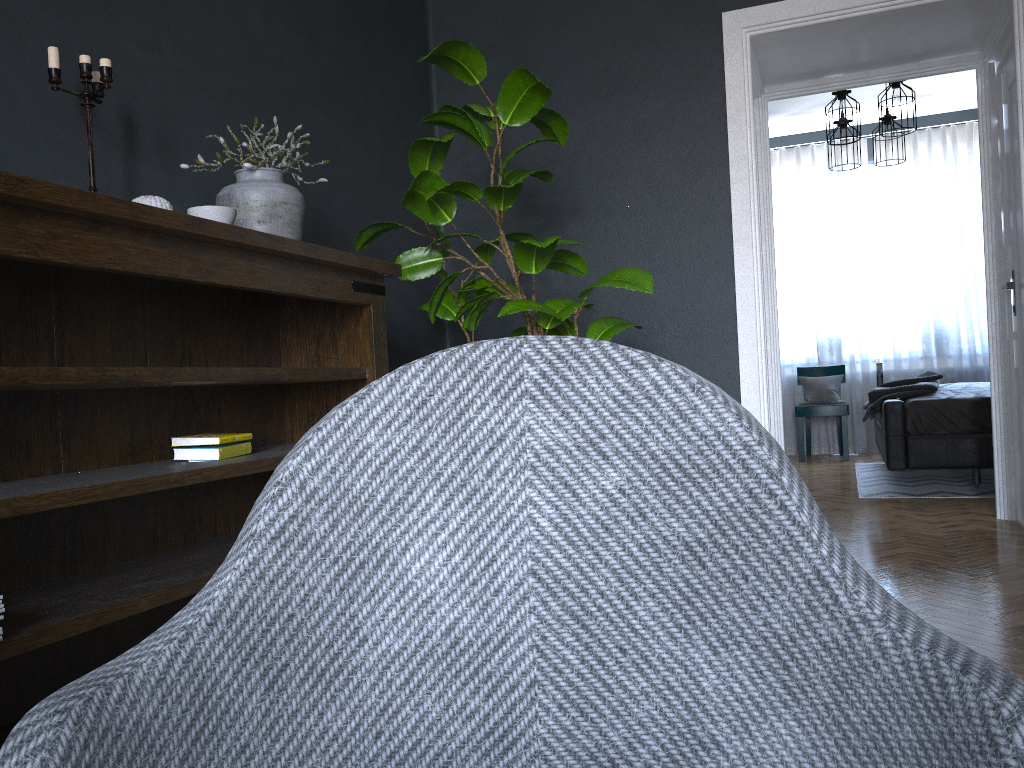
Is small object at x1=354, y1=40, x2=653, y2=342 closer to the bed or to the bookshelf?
the bookshelf

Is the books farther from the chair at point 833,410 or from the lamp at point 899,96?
the chair at point 833,410

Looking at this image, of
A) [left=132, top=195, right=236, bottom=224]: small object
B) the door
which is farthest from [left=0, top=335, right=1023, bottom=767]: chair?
the door

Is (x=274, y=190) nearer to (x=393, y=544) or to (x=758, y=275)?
(x=393, y=544)

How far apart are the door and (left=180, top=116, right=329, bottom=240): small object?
3.14m

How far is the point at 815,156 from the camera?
7.9 meters

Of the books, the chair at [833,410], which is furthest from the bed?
the books

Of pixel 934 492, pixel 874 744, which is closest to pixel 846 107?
pixel 934 492

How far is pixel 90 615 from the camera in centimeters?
171cm

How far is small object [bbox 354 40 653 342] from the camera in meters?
2.8
